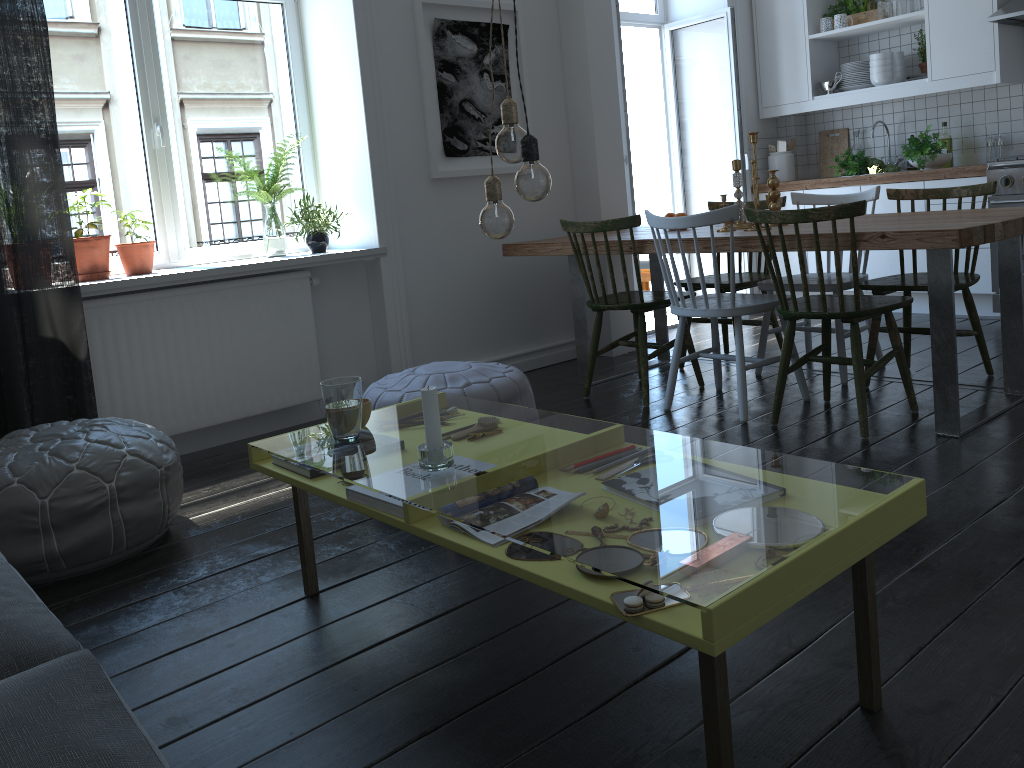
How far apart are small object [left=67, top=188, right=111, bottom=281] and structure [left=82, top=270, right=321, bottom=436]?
0.2m

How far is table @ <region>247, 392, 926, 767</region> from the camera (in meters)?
1.30

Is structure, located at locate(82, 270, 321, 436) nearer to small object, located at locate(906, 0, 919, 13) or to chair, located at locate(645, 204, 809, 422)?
chair, located at locate(645, 204, 809, 422)

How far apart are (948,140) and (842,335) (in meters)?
2.33

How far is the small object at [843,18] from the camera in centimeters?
551cm

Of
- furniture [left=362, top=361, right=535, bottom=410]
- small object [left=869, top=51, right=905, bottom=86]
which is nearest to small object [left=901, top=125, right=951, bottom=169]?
small object [left=869, top=51, right=905, bottom=86]

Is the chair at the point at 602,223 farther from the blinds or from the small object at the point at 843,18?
the small object at the point at 843,18

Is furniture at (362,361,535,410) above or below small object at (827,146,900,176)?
below

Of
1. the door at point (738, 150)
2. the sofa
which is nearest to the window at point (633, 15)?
the door at point (738, 150)

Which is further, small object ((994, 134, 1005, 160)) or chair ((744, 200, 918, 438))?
small object ((994, 134, 1005, 160))
